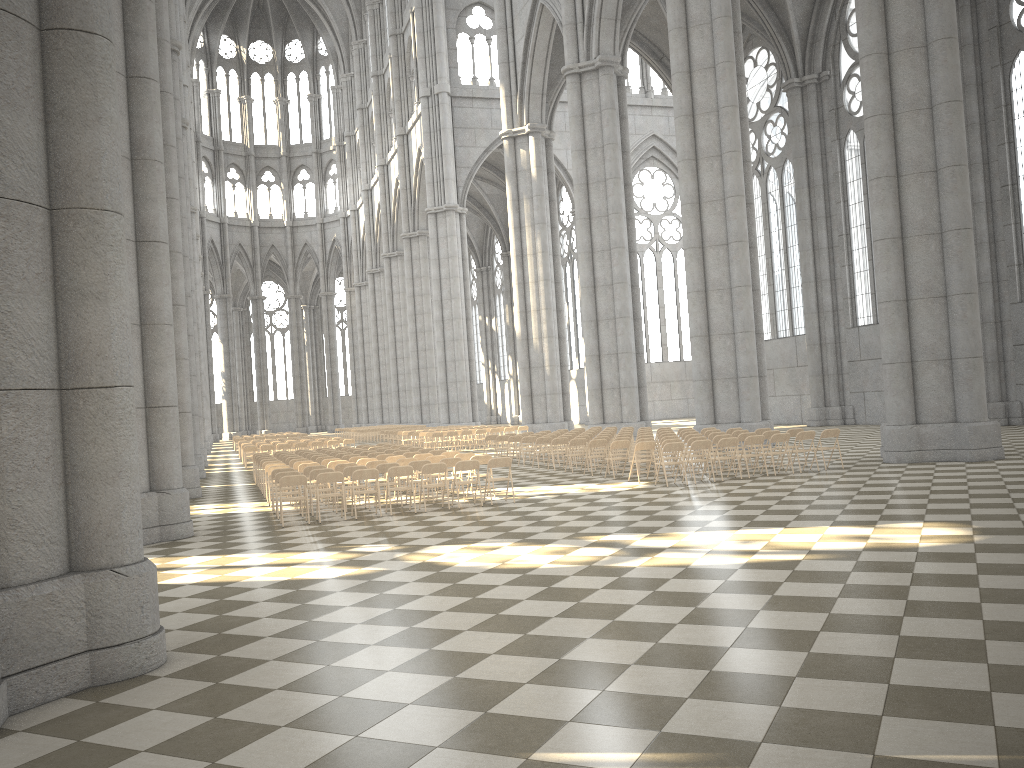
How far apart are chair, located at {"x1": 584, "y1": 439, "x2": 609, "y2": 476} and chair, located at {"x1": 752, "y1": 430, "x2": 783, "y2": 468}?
3.53m

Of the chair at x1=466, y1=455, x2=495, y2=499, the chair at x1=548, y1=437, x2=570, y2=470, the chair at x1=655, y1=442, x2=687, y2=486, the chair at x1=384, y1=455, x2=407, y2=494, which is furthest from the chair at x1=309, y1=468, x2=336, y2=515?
→ the chair at x1=548, y1=437, x2=570, y2=470

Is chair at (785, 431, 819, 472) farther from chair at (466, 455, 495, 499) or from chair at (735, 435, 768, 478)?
chair at (466, 455, 495, 499)

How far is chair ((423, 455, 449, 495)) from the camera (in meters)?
17.38

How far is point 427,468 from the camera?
15.0 meters

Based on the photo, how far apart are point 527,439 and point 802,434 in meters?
8.6 m

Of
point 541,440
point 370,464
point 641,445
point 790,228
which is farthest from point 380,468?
point 790,228

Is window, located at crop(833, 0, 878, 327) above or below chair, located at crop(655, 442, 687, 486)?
above

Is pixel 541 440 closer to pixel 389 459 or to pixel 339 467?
pixel 389 459

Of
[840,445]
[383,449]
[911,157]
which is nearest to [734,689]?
[911,157]
